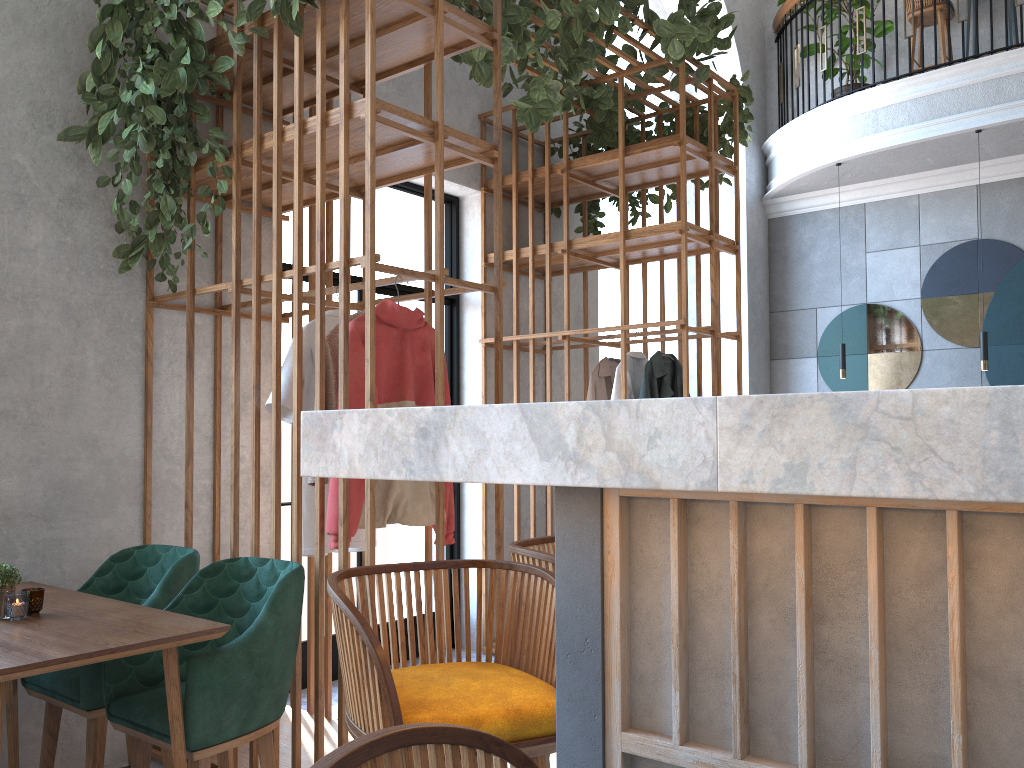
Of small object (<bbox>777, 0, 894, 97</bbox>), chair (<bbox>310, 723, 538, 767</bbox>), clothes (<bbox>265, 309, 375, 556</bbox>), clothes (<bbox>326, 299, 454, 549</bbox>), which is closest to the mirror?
small object (<bbox>777, 0, 894, 97</bbox>)

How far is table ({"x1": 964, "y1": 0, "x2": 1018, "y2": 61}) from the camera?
7.00m

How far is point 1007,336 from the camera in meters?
7.2

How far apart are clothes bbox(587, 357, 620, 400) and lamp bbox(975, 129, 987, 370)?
3.21m

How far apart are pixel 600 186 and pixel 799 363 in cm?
397

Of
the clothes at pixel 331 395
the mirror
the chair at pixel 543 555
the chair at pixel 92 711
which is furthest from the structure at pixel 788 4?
the chair at pixel 543 555

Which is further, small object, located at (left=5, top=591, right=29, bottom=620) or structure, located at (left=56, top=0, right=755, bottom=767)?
structure, located at (left=56, top=0, right=755, bottom=767)

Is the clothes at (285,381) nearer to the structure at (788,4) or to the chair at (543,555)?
the chair at (543,555)

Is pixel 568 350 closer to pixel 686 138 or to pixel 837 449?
pixel 686 138

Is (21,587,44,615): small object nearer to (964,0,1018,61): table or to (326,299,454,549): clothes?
(326,299,454,549): clothes
